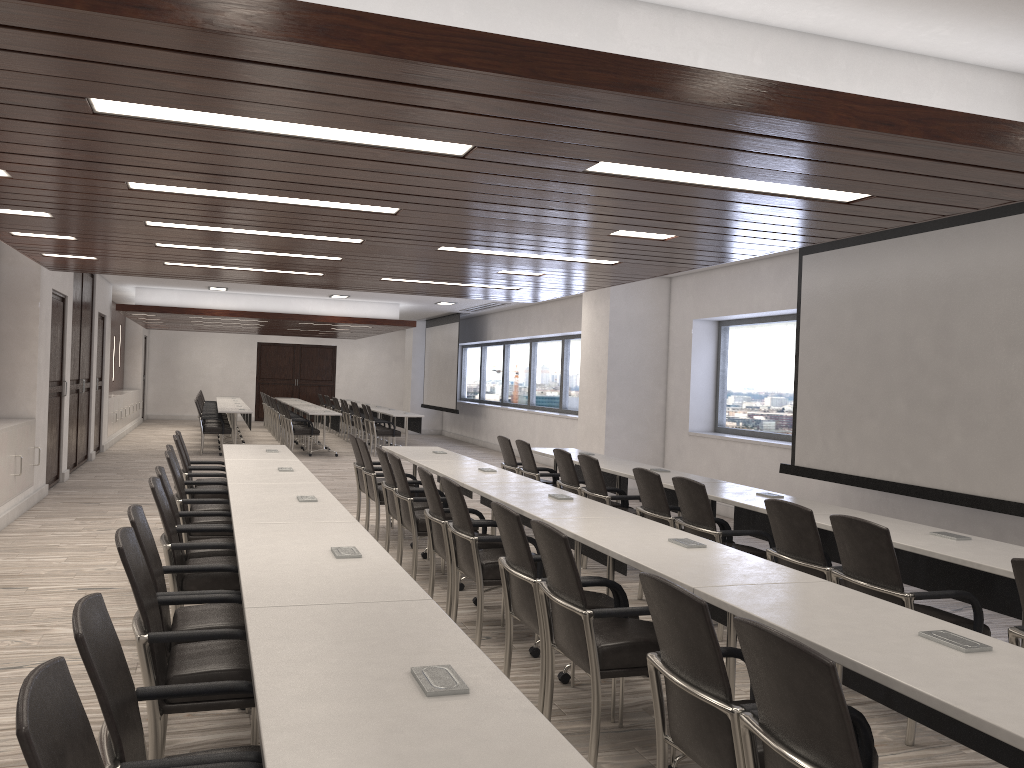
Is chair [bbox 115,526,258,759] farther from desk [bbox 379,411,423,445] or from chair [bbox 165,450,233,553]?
desk [bbox 379,411,423,445]

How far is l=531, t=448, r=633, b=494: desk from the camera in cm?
837

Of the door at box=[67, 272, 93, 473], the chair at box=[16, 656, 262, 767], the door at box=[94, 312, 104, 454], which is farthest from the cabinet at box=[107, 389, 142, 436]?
the chair at box=[16, 656, 262, 767]

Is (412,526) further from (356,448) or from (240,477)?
(356,448)

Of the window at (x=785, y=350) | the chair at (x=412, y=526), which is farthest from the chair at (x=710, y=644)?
the window at (x=785, y=350)

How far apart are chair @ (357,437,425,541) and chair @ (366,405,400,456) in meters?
8.2 m

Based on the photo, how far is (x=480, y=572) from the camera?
4.7 meters

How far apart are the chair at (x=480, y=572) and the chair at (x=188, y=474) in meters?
3.0

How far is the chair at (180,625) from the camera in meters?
3.4 m

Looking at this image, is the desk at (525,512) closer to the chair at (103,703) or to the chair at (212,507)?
the chair at (212,507)
